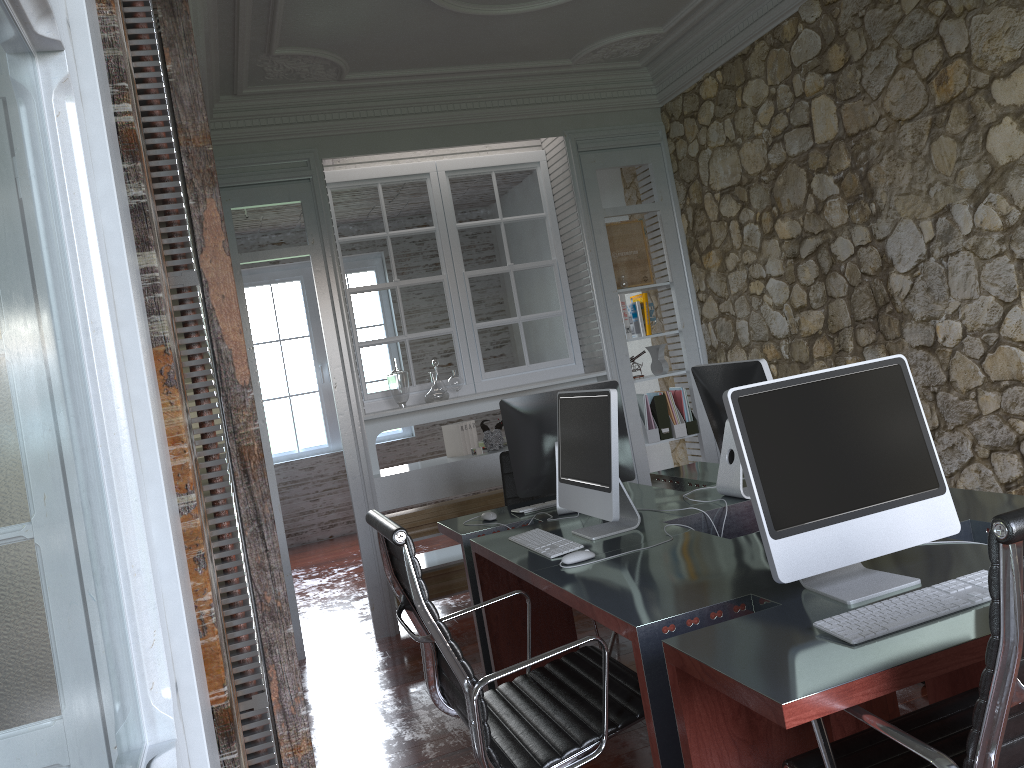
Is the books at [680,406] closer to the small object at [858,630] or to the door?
the small object at [858,630]

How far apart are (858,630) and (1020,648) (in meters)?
0.44

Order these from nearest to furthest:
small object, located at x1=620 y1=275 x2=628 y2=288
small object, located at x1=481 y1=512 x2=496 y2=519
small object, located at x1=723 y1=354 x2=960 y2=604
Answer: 1. small object, located at x1=723 y1=354 x2=960 y2=604
2. small object, located at x1=481 y1=512 x2=496 y2=519
3. small object, located at x1=620 y1=275 x2=628 y2=288

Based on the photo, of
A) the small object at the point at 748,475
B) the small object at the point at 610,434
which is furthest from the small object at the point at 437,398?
the small object at the point at 748,475

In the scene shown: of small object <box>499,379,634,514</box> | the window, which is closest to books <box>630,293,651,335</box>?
small object <box>499,379,634,514</box>

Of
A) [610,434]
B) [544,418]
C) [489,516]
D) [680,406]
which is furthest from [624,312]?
[610,434]

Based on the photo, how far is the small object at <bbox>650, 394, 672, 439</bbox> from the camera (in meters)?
5.50

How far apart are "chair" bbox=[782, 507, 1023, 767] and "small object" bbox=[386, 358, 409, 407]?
3.6m

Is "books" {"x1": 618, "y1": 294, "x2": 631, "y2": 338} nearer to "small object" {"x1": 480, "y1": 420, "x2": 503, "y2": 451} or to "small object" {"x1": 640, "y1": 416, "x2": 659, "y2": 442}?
"small object" {"x1": 640, "y1": 416, "x2": 659, "y2": 442}

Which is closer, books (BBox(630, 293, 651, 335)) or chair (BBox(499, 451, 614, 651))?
chair (BBox(499, 451, 614, 651))
